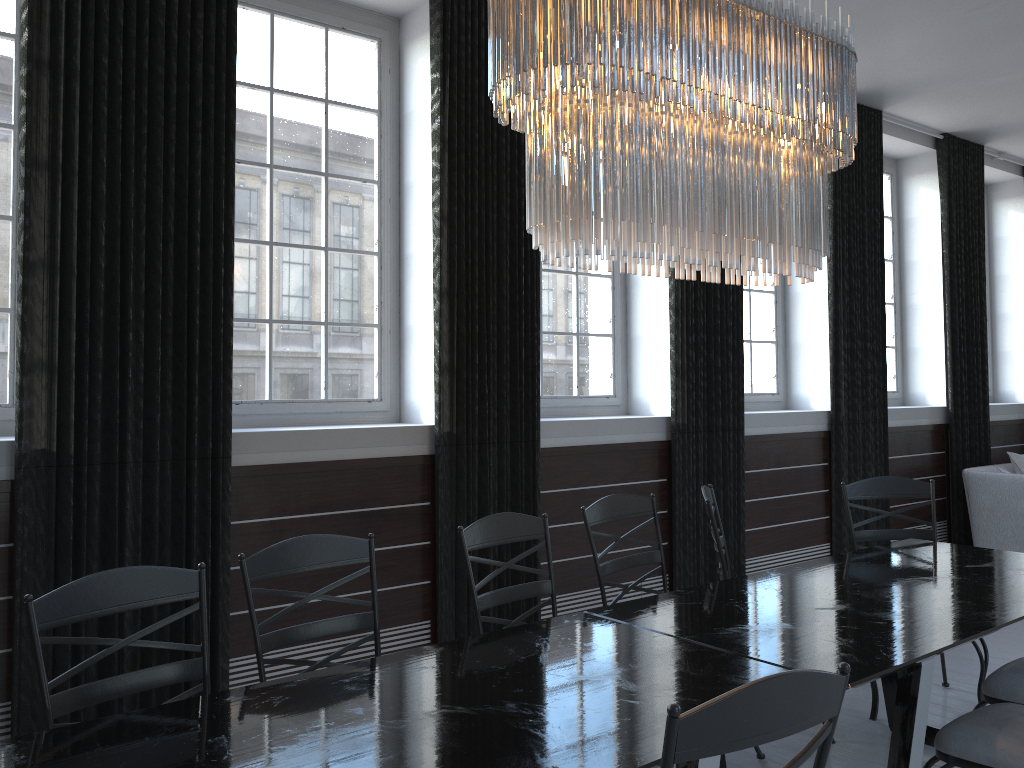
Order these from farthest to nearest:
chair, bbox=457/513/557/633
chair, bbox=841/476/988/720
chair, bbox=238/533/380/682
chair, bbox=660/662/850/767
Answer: chair, bbox=841/476/988/720 < chair, bbox=457/513/557/633 < chair, bbox=238/533/380/682 < chair, bbox=660/662/850/767

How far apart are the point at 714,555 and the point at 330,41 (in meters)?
3.39

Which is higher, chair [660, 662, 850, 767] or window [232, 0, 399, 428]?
window [232, 0, 399, 428]

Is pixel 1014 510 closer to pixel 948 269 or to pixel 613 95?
pixel 948 269

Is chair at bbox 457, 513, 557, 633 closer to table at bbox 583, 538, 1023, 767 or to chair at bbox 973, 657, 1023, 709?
table at bbox 583, 538, 1023, 767

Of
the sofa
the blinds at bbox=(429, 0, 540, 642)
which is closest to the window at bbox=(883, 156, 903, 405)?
the sofa

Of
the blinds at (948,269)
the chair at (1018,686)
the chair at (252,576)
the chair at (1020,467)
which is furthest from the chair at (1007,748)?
the chair at (1020,467)

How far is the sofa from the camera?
6.0 meters

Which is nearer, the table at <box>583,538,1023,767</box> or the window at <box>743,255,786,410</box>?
the table at <box>583,538,1023,767</box>

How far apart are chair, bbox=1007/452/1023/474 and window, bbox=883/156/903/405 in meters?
0.9
